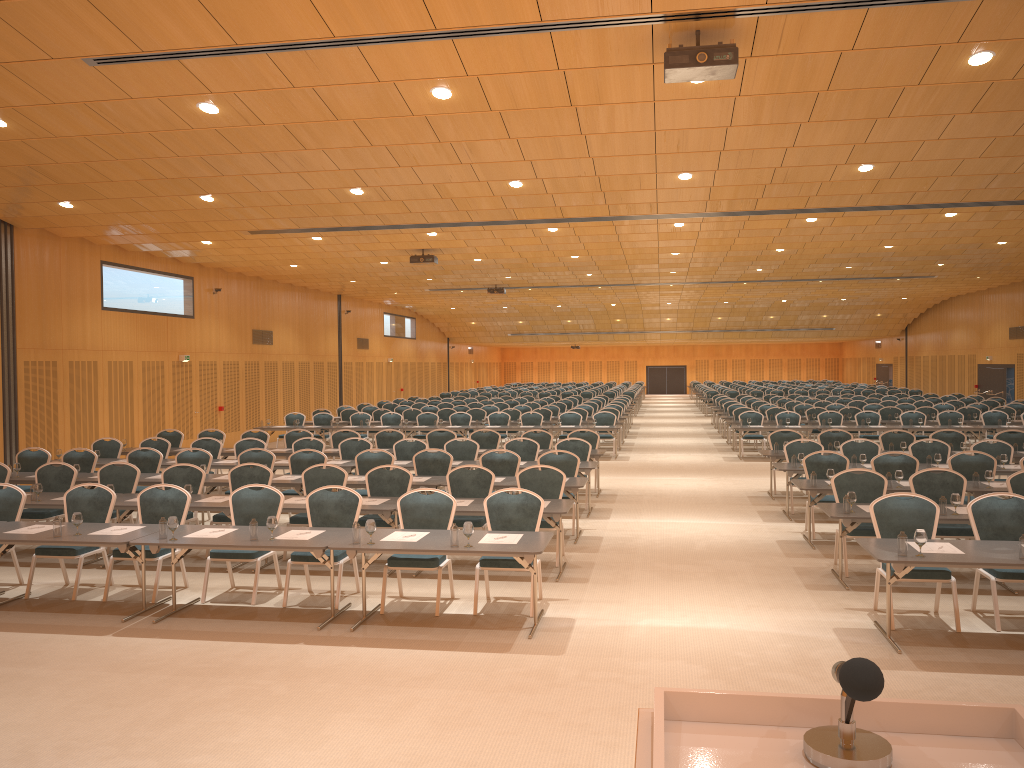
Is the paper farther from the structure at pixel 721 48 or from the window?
the window

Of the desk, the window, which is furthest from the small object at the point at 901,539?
the window

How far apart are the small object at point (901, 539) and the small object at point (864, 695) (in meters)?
5.91

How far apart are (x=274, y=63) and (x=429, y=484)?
5.7 meters

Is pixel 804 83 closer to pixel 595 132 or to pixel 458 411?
pixel 595 132

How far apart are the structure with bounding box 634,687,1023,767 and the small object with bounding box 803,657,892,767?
0.01m

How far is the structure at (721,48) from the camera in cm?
721

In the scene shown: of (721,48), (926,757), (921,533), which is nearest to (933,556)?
(921,533)

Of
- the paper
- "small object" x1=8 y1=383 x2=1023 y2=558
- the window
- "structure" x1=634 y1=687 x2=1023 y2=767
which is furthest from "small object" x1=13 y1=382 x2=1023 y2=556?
the window

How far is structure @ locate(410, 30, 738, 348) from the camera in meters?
7.2
